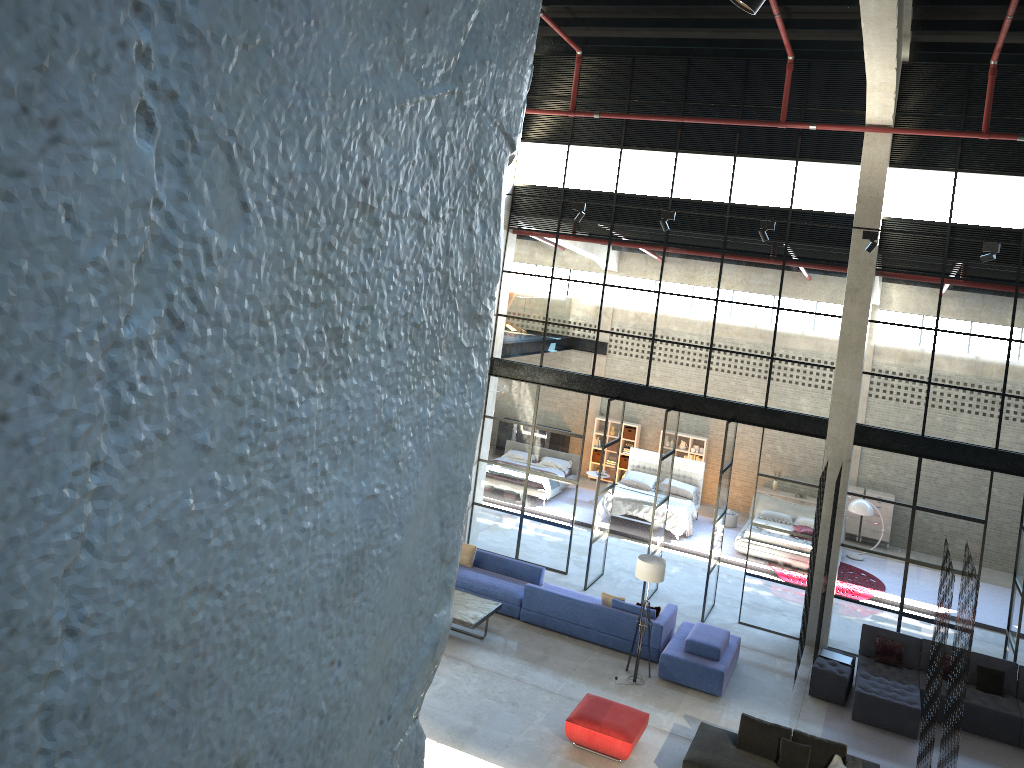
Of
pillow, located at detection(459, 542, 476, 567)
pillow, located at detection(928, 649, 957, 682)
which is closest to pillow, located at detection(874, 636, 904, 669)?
pillow, located at detection(928, 649, 957, 682)

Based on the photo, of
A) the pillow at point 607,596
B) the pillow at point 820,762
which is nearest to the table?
the pillow at point 607,596

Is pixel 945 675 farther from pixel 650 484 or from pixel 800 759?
pixel 650 484

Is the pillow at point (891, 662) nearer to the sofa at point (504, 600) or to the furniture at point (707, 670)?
the furniture at point (707, 670)

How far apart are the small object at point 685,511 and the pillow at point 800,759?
9.8 meters

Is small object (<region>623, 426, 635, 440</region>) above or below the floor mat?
above

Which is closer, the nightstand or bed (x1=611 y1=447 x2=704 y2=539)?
bed (x1=611 y1=447 x2=704 y2=539)

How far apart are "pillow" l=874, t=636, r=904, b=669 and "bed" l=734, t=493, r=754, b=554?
5.56m

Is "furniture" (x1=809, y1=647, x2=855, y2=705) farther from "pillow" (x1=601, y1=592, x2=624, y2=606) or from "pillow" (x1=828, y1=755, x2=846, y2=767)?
"pillow" (x1=601, y1=592, x2=624, y2=606)

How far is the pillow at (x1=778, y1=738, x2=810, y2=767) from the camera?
10.7 meters
